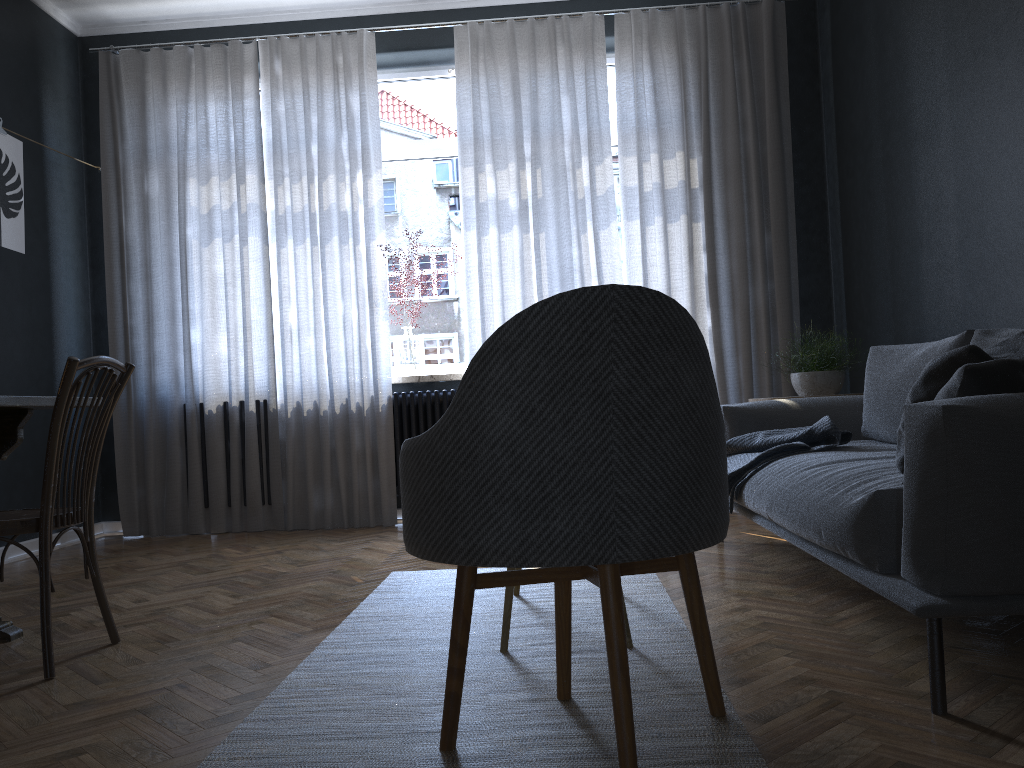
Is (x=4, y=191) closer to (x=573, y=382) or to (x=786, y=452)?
(x=786, y=452)

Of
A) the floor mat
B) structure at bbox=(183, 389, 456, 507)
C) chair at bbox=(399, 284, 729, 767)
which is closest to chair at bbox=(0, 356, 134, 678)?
the floor mat

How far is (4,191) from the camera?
4.29m

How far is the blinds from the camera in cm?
485

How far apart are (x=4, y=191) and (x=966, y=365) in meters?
4.3 m

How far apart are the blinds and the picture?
0.63m

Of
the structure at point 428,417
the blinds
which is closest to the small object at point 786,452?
the blinds

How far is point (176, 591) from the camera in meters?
3.3

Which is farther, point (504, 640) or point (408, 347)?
point (408, 347)

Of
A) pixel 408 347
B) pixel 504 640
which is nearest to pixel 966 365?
pixel 504 640
